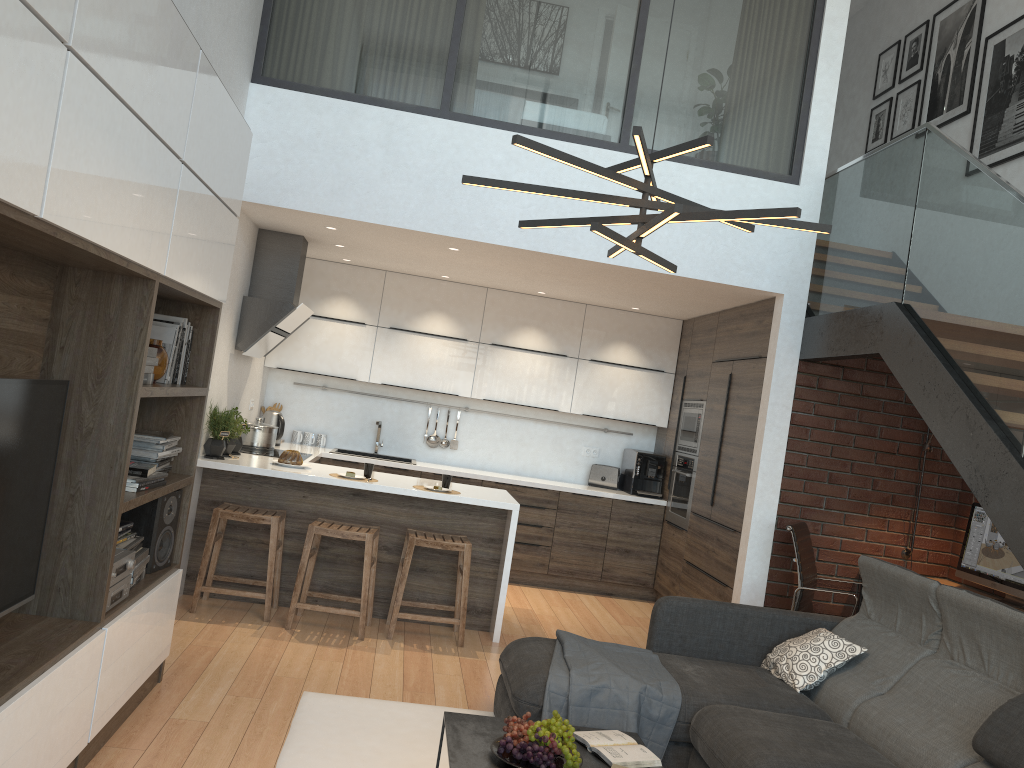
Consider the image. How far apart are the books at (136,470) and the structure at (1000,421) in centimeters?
332cm

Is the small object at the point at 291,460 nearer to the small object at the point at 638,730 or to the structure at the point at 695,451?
the small object at the point at 638,730

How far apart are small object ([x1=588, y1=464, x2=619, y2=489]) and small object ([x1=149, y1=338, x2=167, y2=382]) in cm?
483

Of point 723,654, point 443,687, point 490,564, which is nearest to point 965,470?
point 723,654

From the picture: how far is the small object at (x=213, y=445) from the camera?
5.3 meters

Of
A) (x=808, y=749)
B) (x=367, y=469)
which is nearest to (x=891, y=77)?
(x=367, y=469)

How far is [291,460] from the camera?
5.57m

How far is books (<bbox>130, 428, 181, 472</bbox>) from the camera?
3.54m

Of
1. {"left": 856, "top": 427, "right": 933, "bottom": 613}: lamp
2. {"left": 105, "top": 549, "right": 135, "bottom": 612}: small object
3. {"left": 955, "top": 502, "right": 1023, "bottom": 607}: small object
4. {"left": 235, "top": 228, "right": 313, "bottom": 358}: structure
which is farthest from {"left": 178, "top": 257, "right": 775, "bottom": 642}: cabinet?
{"left": 105, "top": 549, "right": 135, "bottom": 612}: small object

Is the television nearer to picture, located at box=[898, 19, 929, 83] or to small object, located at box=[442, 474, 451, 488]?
small object, located at box=[442, 474, 451, 488]
